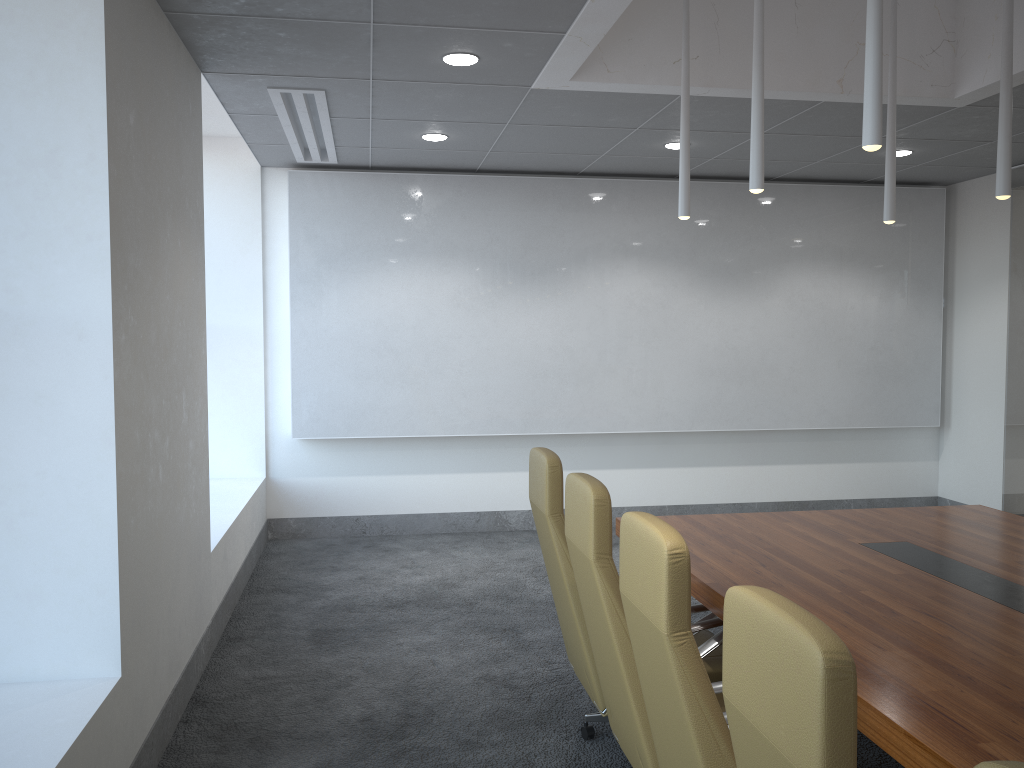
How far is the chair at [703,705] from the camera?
2.3 meters

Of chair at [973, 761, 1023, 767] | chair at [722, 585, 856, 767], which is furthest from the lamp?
chair at [973, 761, 1023, 767]

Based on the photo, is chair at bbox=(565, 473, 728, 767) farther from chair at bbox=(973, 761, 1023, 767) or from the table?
chair at bbox=(973, 761, 1023, 767)

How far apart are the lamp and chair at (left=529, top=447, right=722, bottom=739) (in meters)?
1.62

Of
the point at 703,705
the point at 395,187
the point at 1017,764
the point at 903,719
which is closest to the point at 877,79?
the point at 903,719

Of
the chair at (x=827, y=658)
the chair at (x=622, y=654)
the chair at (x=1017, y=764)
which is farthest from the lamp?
the chair at (x=1017, y=764)

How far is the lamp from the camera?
3.3m

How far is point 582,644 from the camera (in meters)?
3.87

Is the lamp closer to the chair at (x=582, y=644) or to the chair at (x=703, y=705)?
the chair at (x=582, y=644)

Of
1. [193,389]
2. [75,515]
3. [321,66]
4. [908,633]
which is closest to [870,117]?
[908,633]
